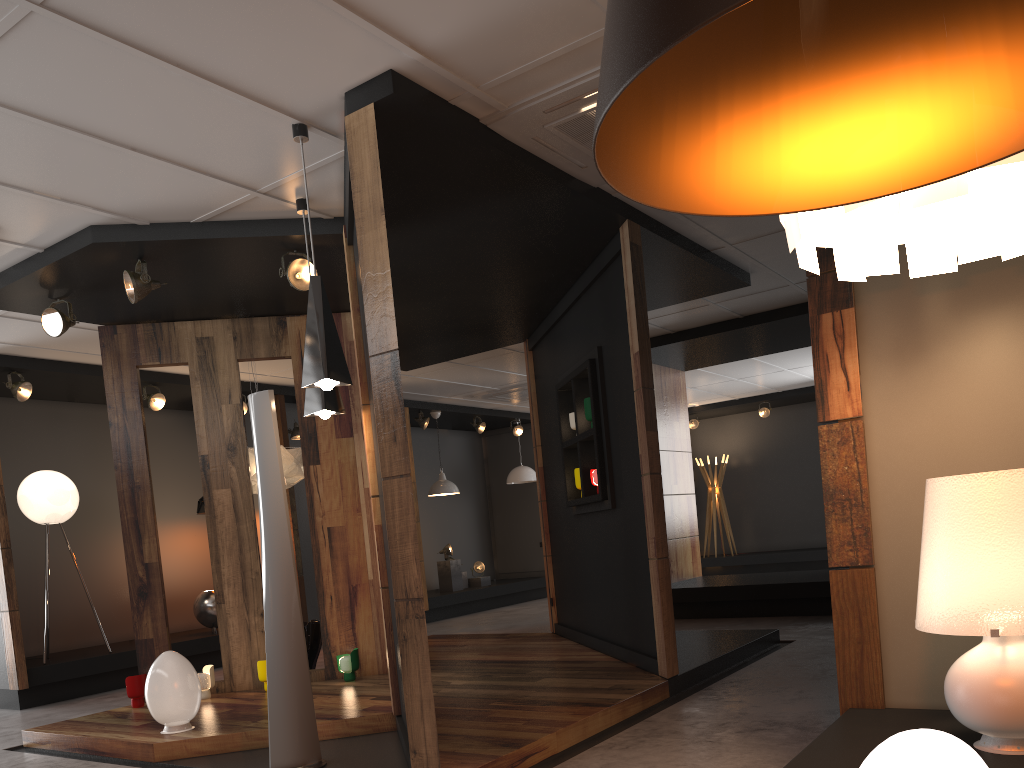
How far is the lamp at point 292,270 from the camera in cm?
535

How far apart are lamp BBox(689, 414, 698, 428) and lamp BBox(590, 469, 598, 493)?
9.4 meters

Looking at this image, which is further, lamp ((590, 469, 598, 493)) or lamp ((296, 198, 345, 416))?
lamp ((590, 469, 598, 493))

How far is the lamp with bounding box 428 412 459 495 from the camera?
11.99m

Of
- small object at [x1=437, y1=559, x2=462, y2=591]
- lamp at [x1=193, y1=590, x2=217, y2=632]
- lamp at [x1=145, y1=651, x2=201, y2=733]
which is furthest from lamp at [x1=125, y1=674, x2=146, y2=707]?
small object at [x1=437, y1=559, x2=462, y2=591]

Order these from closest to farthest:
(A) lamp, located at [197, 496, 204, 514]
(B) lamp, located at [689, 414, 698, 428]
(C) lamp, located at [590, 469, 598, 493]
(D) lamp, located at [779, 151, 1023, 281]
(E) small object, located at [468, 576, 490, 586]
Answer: (D) lamp, located at [779, 151, 1023, 281] < (C) lamp, located at [590, 469, 598, 493] < (A) lamp, located at [197, 496, 204, 514] < (E) small object, located at [468, 576, 490, 586] < (B) lamp, located at [689, 414, 698, 428]

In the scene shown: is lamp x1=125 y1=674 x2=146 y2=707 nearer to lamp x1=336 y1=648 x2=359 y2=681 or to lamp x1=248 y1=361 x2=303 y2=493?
lamp x1=336 y1=648 x2=359 y2=681

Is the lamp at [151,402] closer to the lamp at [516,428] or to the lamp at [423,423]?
the lamp at [423,423]

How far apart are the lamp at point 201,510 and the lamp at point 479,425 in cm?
466

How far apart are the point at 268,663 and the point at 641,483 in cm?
250
